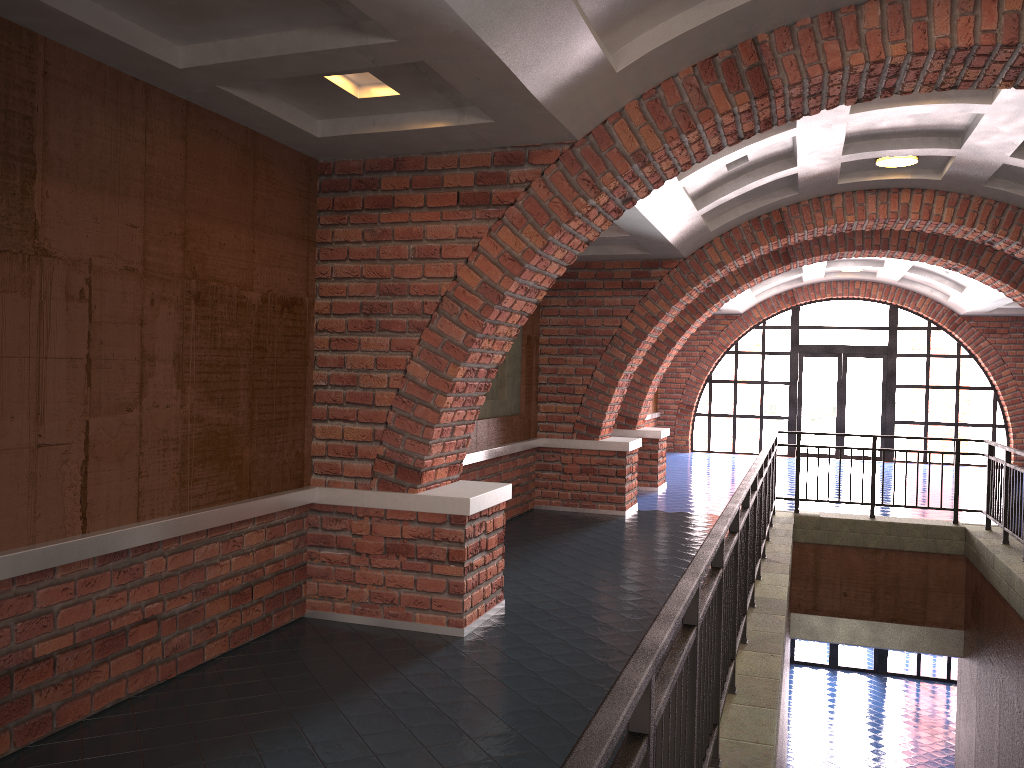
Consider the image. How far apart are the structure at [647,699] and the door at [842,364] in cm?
927

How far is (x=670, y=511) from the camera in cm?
1083

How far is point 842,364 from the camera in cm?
1863

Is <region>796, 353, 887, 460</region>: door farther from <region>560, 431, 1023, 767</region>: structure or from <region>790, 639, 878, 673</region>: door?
<region>560, 431, 1023, 767</region>: structure

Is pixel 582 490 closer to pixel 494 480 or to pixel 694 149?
pixel 494 480

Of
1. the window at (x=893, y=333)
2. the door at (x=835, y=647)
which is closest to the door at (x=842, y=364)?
the window at (x=893, y=333)

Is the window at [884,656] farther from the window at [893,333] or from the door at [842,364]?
the door at [842,364]

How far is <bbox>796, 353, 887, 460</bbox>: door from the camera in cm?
1863

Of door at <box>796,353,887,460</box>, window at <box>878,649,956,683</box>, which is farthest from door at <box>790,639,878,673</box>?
door at <box>796,353,887,460</box>

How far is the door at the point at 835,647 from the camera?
18.7 meters
